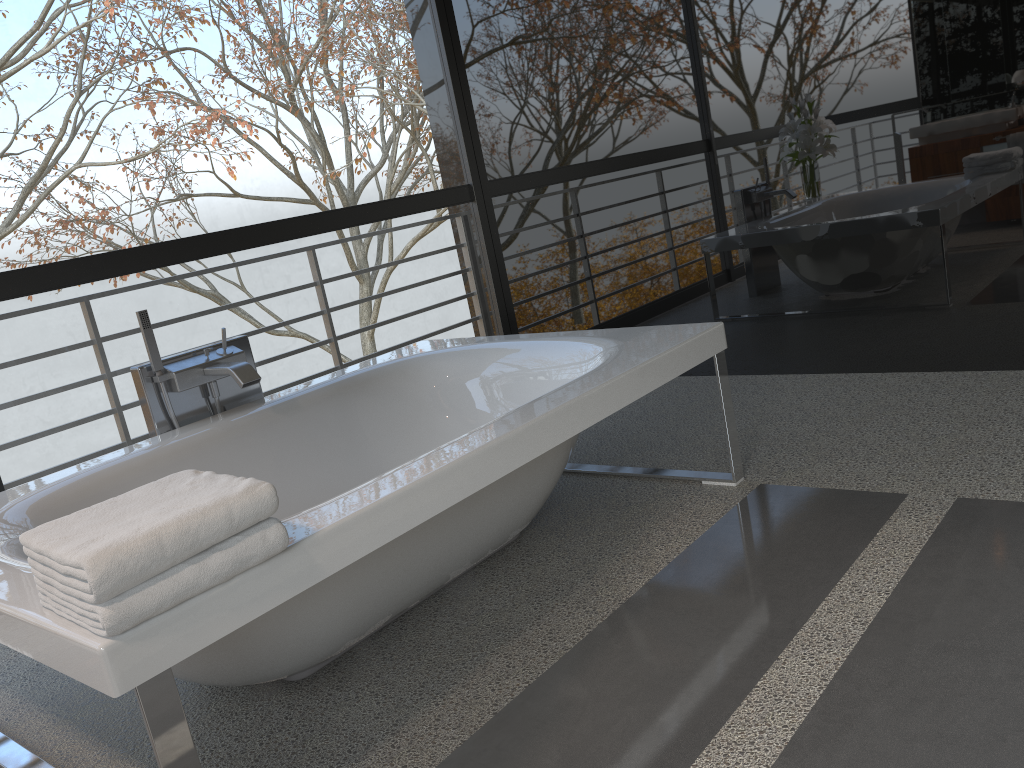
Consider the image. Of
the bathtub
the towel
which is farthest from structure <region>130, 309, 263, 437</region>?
the towel

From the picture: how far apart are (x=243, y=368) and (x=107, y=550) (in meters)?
1.50

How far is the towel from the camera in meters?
1.3

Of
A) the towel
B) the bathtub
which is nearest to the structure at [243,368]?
the bathtub

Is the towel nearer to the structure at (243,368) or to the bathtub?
the bathtub

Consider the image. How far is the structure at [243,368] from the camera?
2.7m

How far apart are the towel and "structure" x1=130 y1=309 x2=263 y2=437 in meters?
1.1 m

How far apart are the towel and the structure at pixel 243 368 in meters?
1.1

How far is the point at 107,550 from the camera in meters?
1.3 m

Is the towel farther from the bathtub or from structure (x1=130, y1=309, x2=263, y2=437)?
structure (x1=130, y1=309, x2=263, y2=437)
